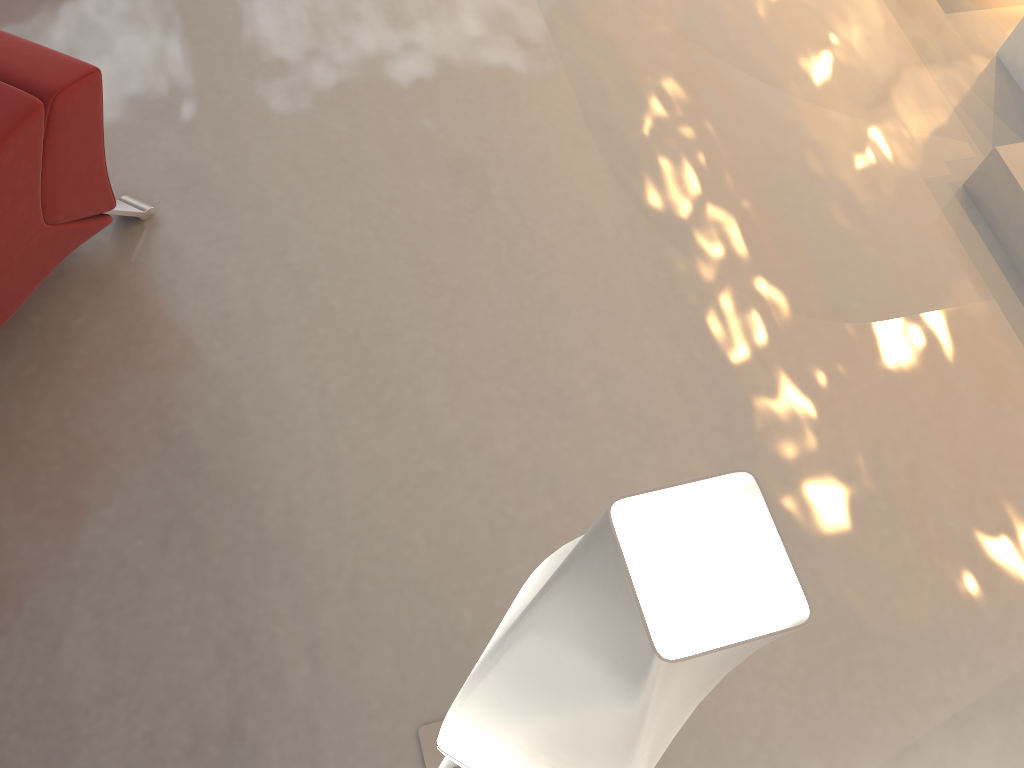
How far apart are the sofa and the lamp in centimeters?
154cm

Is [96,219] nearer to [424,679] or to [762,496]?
[424,679]

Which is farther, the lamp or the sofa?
the sofa

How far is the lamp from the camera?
0.6m

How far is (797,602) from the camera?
0.6m

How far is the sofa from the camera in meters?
2.0

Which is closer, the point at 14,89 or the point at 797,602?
the point at 797,602

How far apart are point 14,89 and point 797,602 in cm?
212

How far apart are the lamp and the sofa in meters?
1.5

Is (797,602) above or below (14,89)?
above
